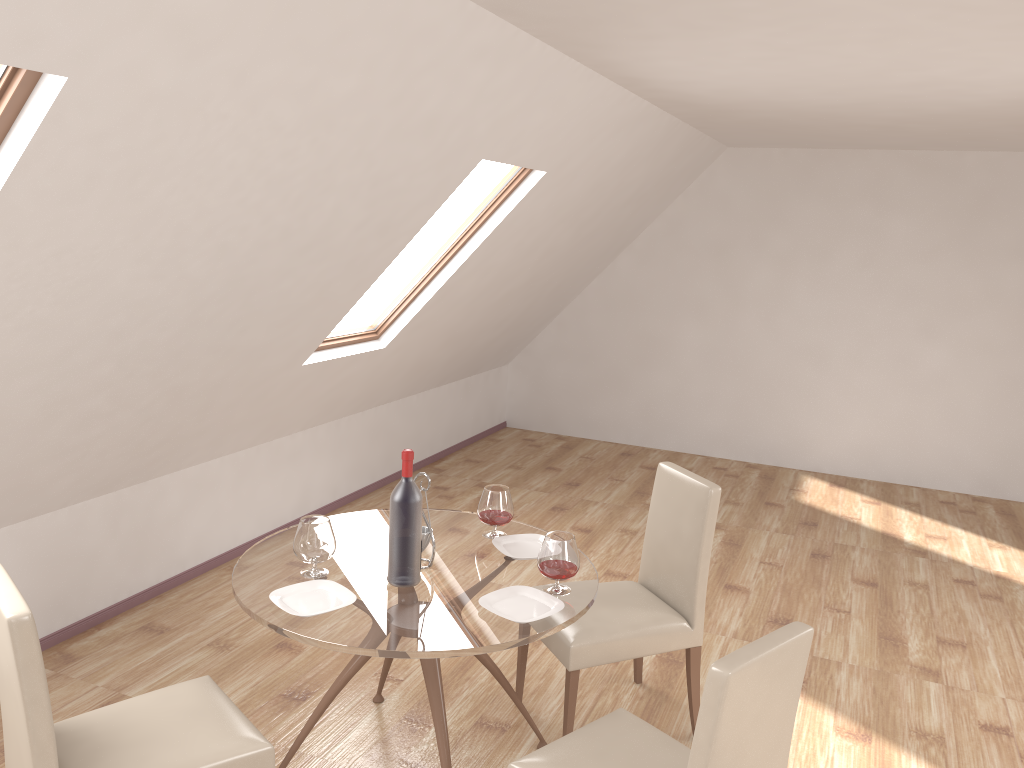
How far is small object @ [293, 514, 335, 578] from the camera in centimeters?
278cm

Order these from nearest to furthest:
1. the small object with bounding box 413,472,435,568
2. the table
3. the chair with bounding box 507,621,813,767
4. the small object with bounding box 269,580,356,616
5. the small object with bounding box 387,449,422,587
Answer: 1. the chair with bounding box 507,621,813,767
2. the table
3. the small object with bounding box 269,580,356,616
4. the small object with bounding box 387,449,422,587
5. the small object with bounding box 413,472,435,568

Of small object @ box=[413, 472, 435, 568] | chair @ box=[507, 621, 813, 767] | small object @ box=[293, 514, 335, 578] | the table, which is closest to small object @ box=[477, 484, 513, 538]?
the table

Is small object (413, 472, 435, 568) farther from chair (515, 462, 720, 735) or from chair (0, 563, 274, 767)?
chair (0, 563, 274, 767)

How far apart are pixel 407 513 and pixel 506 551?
0.5m

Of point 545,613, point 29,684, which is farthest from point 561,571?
point 29,684

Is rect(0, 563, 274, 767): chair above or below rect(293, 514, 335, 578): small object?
below

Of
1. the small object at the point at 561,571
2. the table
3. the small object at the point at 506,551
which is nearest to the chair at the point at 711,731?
the table

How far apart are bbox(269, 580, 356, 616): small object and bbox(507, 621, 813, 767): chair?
0.66m

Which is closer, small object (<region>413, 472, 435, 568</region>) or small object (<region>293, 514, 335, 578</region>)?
small object (<region>293, 514, 335, 578</region>)
